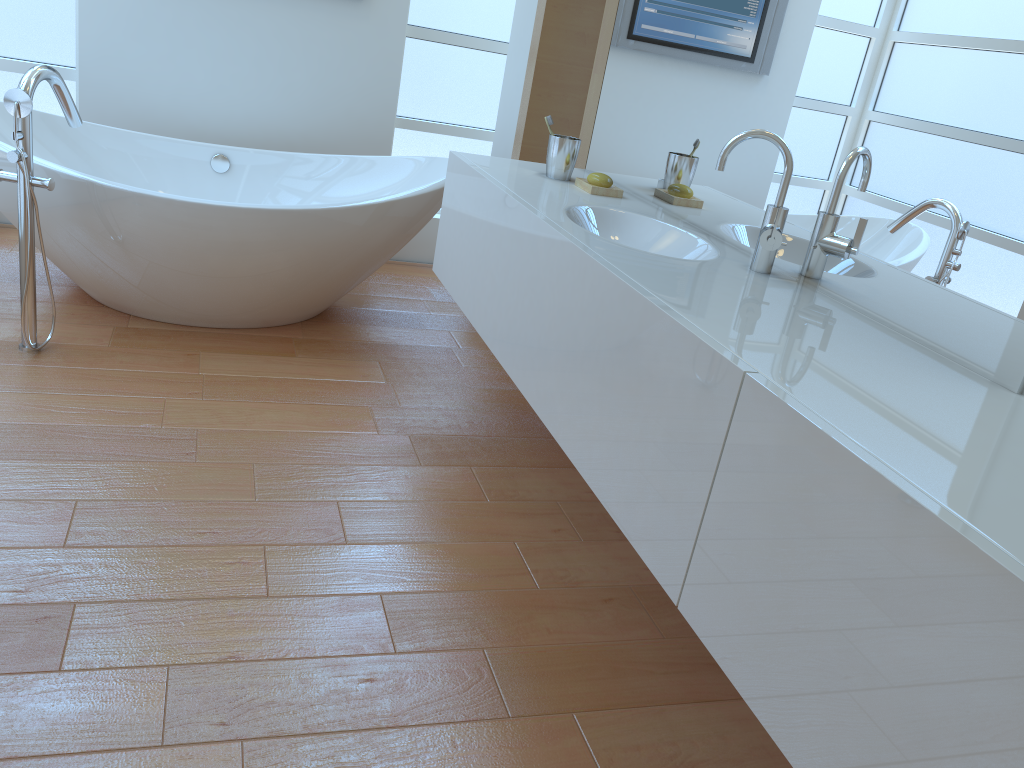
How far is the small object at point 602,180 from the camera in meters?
2.4

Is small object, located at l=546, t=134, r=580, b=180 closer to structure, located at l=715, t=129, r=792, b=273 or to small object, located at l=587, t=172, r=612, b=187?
small object, located at l=587, t=172, r=612, b=187

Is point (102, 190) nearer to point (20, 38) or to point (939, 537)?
point (20, 38)

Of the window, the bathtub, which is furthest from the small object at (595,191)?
the window

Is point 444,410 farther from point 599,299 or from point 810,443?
point 810,443

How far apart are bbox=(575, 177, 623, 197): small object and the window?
1.9 meters

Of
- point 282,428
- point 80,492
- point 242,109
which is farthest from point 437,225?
point 80,492

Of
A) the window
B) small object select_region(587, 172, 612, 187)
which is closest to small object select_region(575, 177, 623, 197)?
small object select_region(587, 172, 612, 187)

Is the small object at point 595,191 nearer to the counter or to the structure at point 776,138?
the counter

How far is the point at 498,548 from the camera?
2.1m
